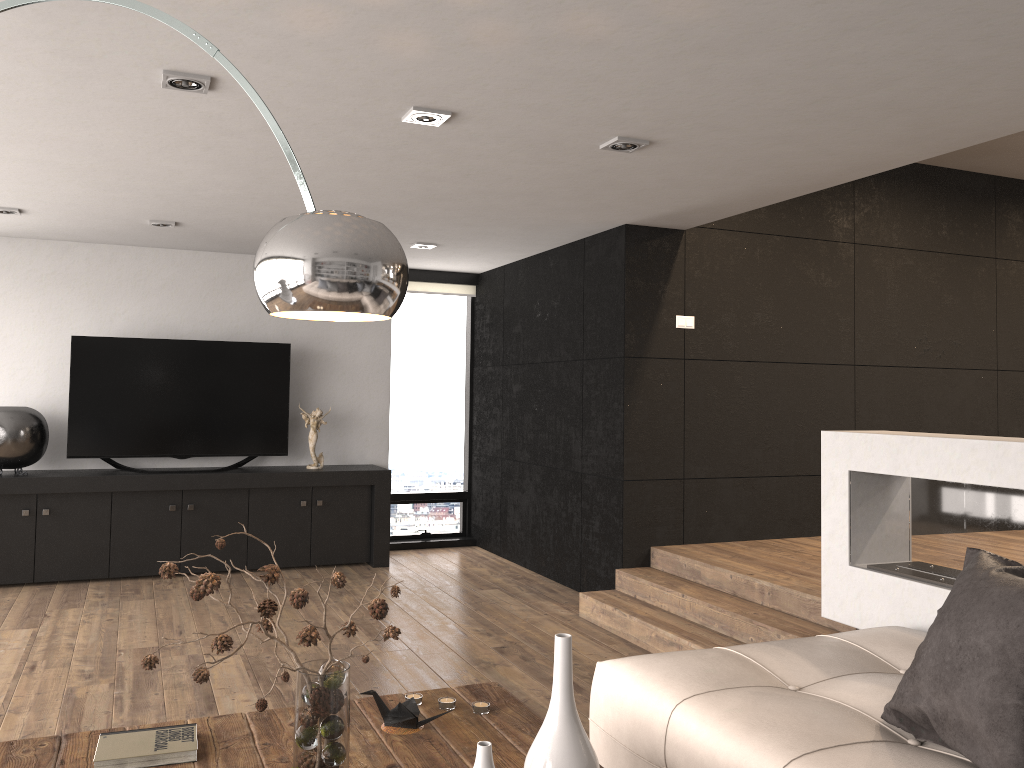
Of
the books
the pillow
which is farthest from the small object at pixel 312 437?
the pillow

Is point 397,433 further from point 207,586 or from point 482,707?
point 207,586

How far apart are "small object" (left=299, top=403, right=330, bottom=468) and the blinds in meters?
1.5 m

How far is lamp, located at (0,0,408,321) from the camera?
1.7 meters

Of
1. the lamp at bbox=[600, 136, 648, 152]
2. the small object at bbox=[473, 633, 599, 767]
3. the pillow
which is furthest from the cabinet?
the small object at bbox=[473, 633, 599, 767]

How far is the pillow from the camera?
2.0m

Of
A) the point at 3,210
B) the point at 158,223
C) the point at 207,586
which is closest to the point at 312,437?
the point at 158,223

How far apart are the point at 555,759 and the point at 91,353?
5.7 meters

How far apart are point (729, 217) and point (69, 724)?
4.7 meters

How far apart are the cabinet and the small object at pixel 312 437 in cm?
7
